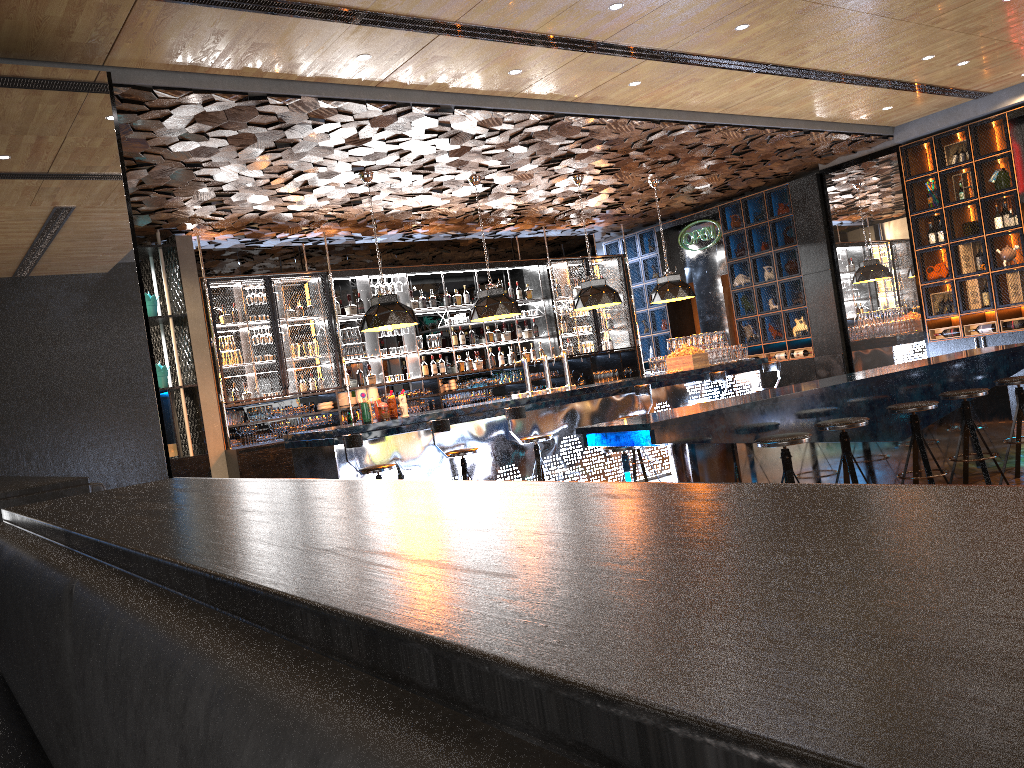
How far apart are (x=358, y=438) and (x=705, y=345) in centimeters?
527cm

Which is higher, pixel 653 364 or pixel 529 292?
pixel 529 292

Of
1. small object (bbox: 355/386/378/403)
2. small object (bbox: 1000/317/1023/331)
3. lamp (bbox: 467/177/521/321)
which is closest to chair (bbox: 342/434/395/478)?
lamp (bbox: 467/177/521/321)

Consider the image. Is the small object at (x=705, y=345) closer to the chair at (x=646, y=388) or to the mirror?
the chair at (x=646, y=388)

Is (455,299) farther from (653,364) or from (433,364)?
(653,364)

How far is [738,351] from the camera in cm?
1134

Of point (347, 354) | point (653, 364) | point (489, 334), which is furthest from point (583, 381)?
point (347, 354)

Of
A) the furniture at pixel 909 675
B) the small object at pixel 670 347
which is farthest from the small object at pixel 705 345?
the furniture at pixel 909 675

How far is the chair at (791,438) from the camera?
5.0 meters

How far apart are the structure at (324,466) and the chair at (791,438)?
3.98m
